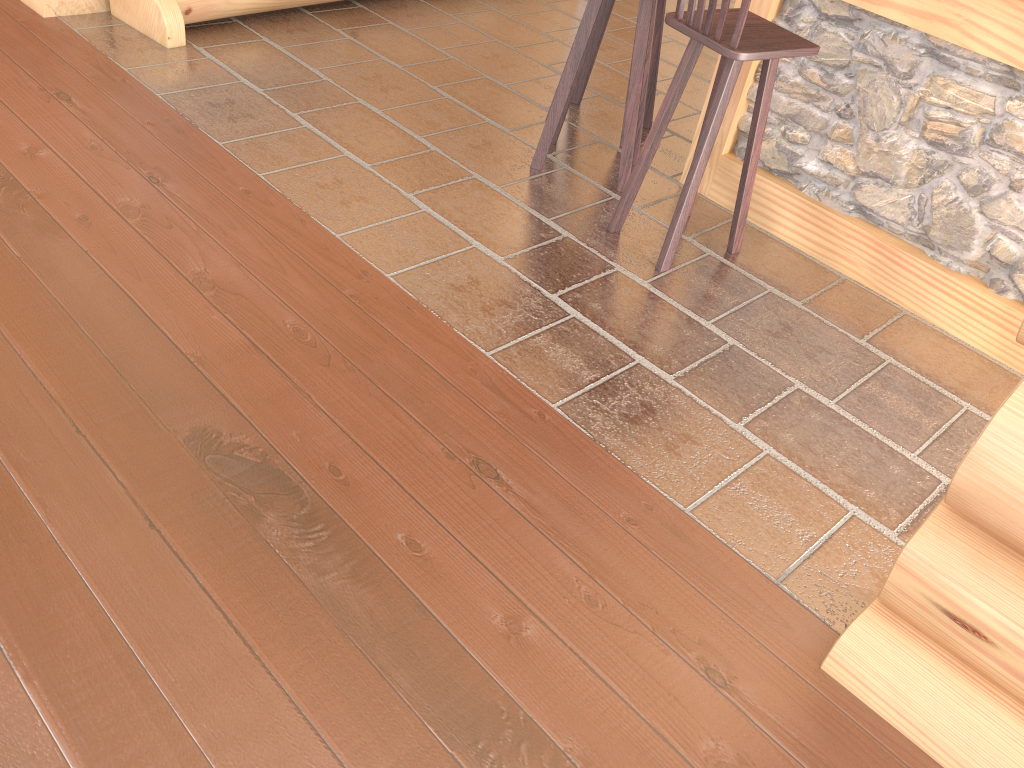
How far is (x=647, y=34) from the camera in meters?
3.5 m

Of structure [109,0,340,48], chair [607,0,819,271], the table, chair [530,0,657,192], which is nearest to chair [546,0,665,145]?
chair [530,0,657,192]

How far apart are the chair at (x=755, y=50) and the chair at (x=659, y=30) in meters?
0.9 m

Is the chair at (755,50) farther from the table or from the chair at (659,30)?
the chair at (659,30)

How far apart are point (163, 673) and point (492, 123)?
3.1m

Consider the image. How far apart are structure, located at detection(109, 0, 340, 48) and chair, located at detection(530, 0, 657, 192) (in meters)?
1.80

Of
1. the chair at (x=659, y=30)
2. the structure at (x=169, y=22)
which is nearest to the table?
the chair at (x=659, y=30)

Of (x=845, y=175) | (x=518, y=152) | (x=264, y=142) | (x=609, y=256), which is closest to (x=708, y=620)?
(x=609, y=256)

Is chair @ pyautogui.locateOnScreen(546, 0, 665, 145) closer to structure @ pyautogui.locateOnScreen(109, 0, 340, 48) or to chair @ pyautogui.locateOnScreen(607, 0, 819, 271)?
chair @ pyautogui.locateOnScreen(607, 0, 819, 271)

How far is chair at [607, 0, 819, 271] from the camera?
2.9m
